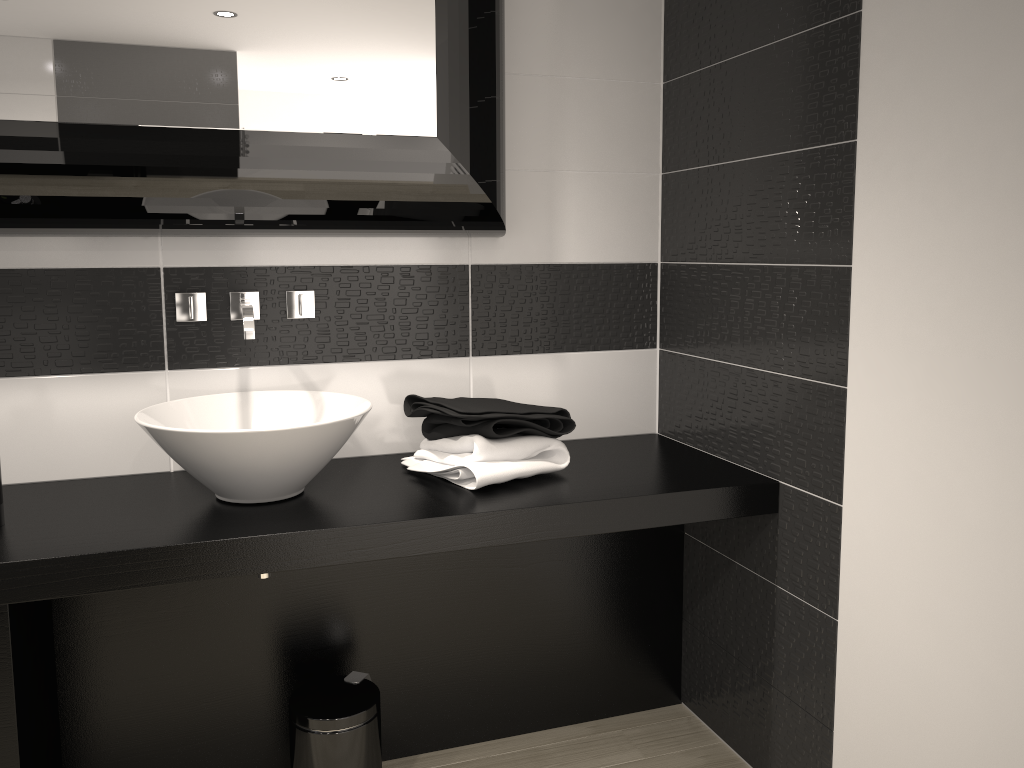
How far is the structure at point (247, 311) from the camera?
2.23m

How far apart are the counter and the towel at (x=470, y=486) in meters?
0.0 m

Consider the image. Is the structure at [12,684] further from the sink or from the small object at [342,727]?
the small object at [342,727]

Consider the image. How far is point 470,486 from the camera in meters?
2.2

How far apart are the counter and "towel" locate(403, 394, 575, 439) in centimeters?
11cm

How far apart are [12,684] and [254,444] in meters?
0.7

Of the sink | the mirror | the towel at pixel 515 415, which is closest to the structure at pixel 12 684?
the sink

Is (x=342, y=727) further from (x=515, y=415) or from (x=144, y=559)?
(x=515, y=415)

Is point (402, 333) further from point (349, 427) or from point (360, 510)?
point (360, 510)

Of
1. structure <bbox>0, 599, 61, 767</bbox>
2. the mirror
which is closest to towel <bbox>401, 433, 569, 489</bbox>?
the mirror
